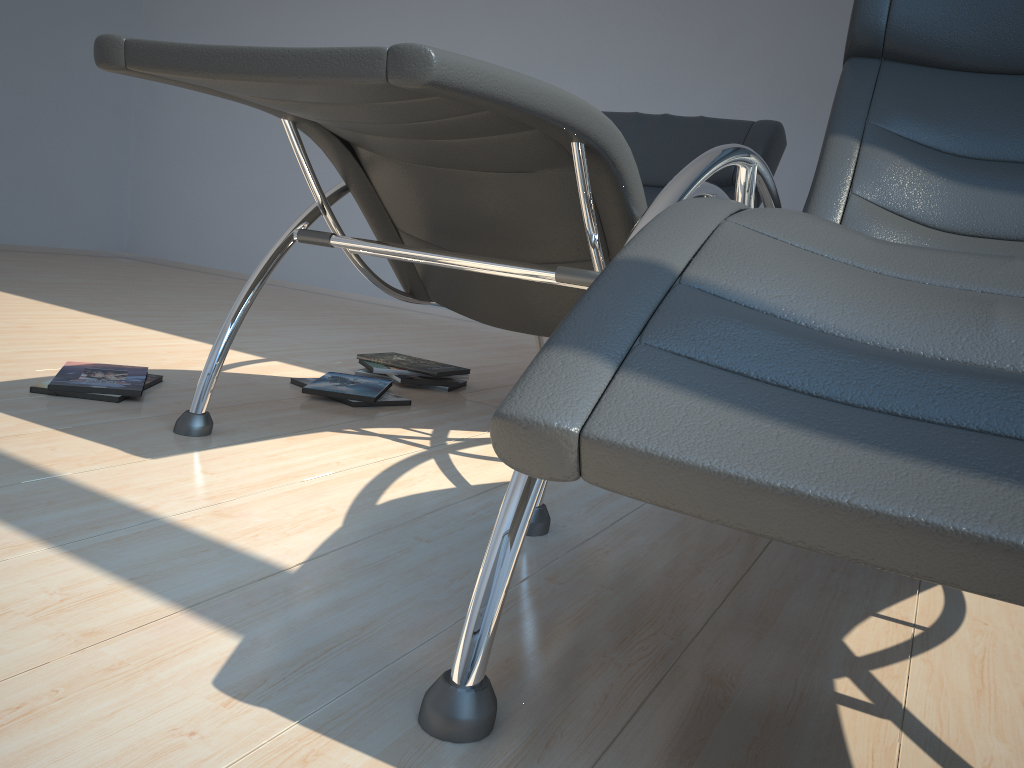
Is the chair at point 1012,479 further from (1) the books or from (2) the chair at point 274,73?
(1) the books

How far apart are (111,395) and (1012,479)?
1.9 meters

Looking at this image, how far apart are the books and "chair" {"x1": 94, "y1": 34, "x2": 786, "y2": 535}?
0.3 meters

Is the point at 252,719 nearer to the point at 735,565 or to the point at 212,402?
the point at 735,565

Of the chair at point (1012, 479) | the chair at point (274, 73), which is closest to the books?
the chair at point (274, 73)

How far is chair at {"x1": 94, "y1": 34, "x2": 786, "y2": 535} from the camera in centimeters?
121cm

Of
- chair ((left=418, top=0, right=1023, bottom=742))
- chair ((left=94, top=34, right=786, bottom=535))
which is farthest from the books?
chair ((left=418, top=0, right=1023, bottom=742))

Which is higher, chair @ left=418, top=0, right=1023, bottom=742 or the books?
chair @ left=418, top=0, right=1023, bottom=742

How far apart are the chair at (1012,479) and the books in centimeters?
111cm

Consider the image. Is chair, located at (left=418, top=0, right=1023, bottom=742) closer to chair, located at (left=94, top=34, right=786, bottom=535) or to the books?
chair, located at (left=94, top=34, right=786, bottom=535)
